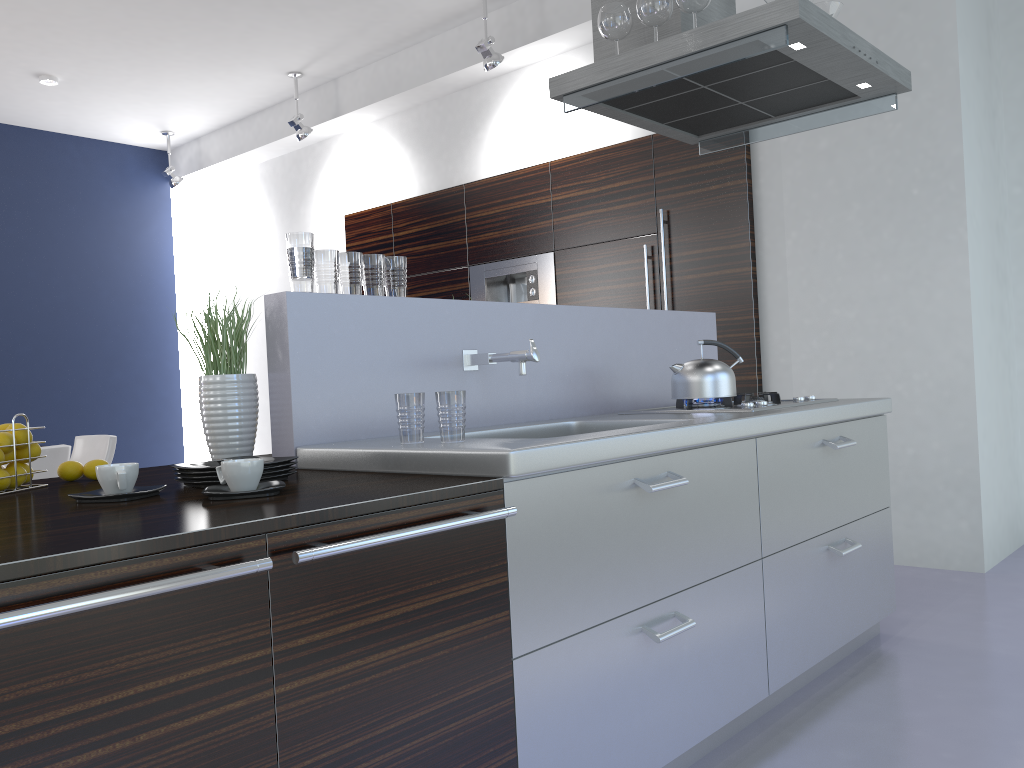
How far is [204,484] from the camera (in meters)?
1.83

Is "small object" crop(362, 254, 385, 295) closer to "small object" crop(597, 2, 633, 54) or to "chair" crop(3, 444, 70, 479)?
"small object" crop(597, 2, 633, 54)

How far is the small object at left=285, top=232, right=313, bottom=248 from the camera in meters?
2.3

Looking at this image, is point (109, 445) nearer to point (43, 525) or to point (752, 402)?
point (752, 402)

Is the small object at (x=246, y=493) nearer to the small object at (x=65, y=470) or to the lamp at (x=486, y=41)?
the small object at (x=65, y=470)

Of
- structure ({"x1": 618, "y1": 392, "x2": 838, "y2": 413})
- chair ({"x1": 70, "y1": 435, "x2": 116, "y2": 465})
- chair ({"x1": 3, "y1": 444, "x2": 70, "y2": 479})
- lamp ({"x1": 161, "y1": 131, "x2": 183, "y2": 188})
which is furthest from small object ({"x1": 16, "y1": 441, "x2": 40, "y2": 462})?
lamp ({"x1": 161, "y1": 131, "x2": 183, "y2": 188})

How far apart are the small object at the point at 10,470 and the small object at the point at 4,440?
0.05m

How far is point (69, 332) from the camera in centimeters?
800cm

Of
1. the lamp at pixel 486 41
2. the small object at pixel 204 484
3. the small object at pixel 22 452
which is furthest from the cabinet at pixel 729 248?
the small object at pixel 22 452

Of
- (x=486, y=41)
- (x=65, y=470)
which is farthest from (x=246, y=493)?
(x=486, y=41)
